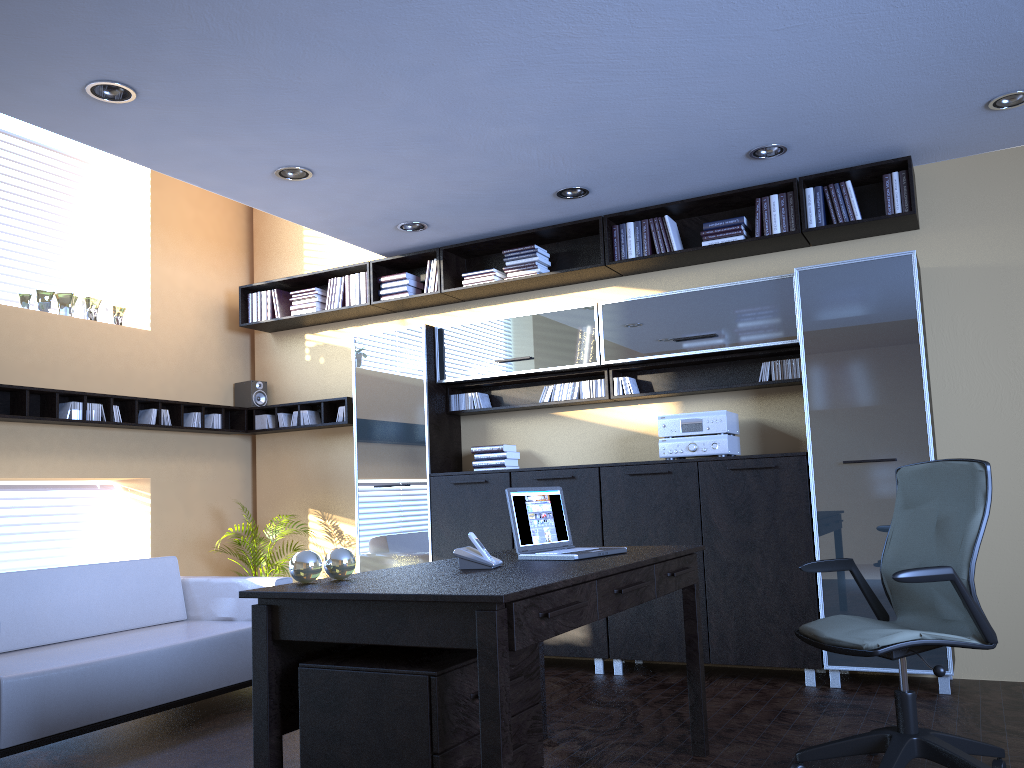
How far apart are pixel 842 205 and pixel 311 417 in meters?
4.3 m

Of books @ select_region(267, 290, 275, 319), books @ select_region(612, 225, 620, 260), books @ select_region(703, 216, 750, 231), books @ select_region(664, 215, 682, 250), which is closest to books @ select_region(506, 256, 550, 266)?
books @ select_region(612, 225, 620, 260)

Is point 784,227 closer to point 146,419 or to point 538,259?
point 538,259

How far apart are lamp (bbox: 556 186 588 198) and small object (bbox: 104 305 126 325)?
3.5 meters

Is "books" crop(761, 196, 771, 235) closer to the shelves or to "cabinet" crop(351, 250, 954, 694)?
"cabinet" crop(351, 250, 954, 694)

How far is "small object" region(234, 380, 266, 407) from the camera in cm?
743

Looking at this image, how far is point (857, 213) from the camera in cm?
522

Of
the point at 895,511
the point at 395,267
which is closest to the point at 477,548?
the point at 895,511

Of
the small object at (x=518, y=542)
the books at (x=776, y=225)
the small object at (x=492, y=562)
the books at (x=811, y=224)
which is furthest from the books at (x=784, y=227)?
the small object at (x=492, y=562)

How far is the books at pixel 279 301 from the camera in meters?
7.3 m
